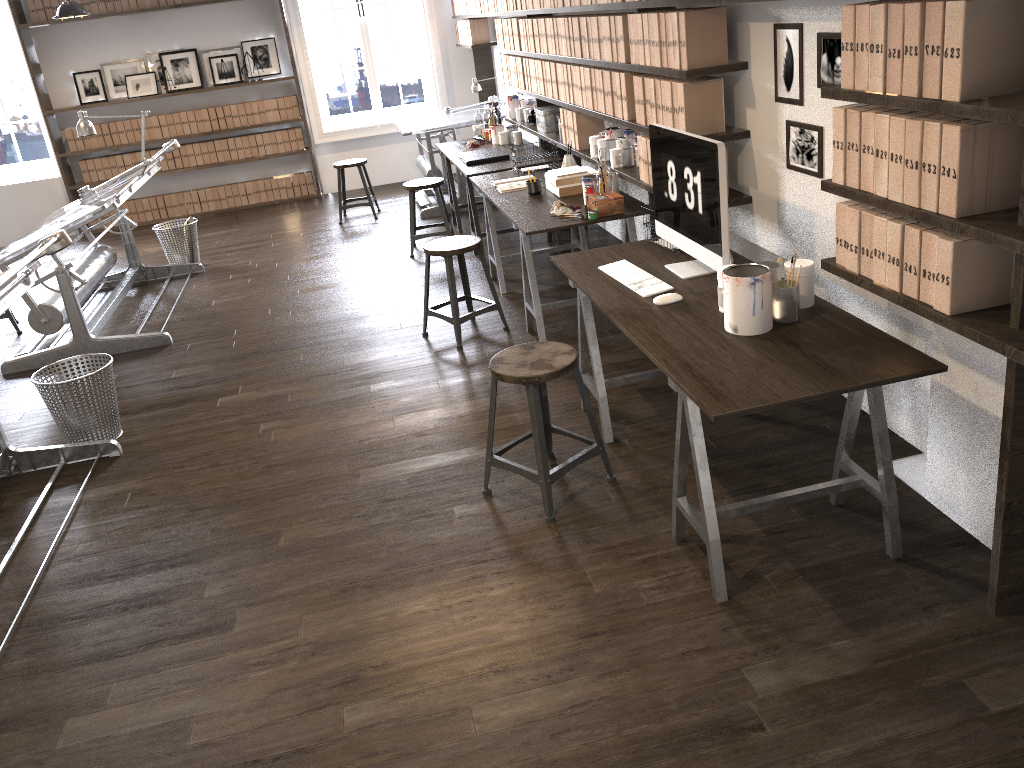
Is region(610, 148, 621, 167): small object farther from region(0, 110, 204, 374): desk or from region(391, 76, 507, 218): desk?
region(391, 76, 507, 218): desk

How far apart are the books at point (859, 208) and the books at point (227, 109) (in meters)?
7.82

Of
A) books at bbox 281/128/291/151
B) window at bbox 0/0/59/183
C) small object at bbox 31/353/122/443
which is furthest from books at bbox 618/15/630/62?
window at bbox 0/0/59/183

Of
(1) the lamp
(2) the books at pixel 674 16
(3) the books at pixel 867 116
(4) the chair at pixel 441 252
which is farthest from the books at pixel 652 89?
(1) the lamp

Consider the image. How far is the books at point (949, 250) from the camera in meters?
2.2

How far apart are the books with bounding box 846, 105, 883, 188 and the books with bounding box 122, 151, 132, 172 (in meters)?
8.21

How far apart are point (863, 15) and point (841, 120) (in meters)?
0.29

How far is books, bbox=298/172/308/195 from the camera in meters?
9.3

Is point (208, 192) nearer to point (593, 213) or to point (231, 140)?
point (231, 140)

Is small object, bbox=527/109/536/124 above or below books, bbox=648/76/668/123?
below
